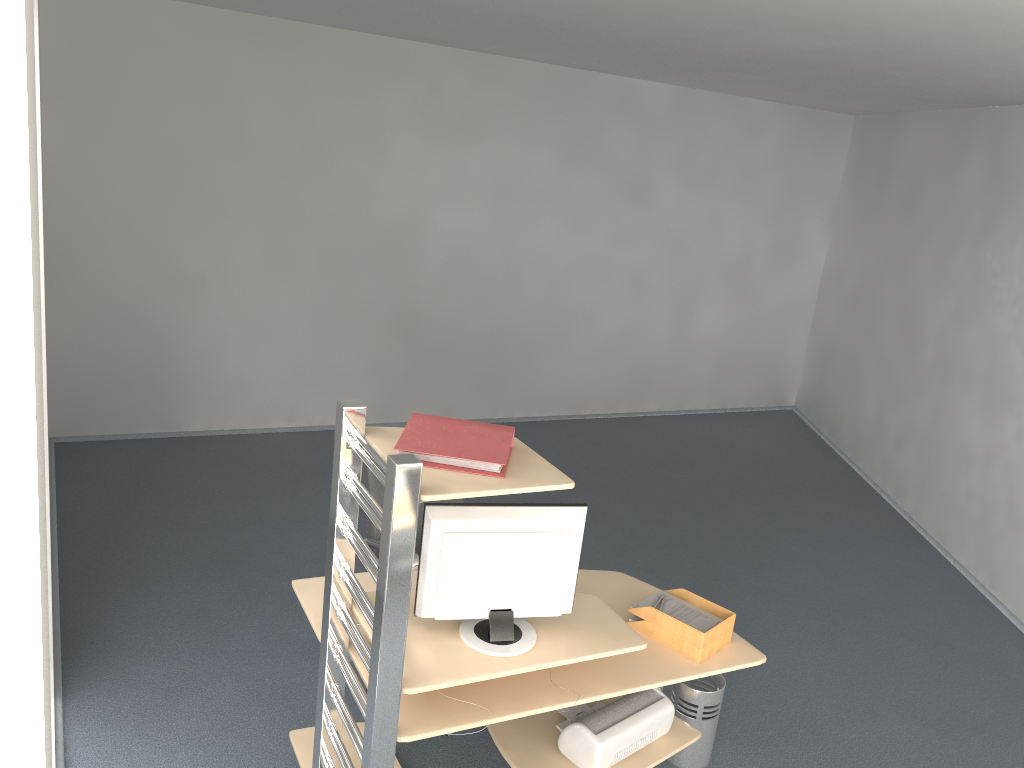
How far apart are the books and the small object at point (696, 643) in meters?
1.0 m

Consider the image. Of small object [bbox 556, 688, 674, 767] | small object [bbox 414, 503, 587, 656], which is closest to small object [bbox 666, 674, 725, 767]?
small object [bbox 556, 688, 674, 767]

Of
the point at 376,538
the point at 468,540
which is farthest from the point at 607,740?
the point at 376,538

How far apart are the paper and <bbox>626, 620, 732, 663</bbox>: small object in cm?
6

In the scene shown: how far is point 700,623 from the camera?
3.18m

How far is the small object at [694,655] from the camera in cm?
307

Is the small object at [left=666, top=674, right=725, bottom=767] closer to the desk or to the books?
the desk

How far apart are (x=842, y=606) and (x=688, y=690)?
2.0m

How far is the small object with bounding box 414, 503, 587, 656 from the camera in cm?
267

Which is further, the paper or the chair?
the chair
